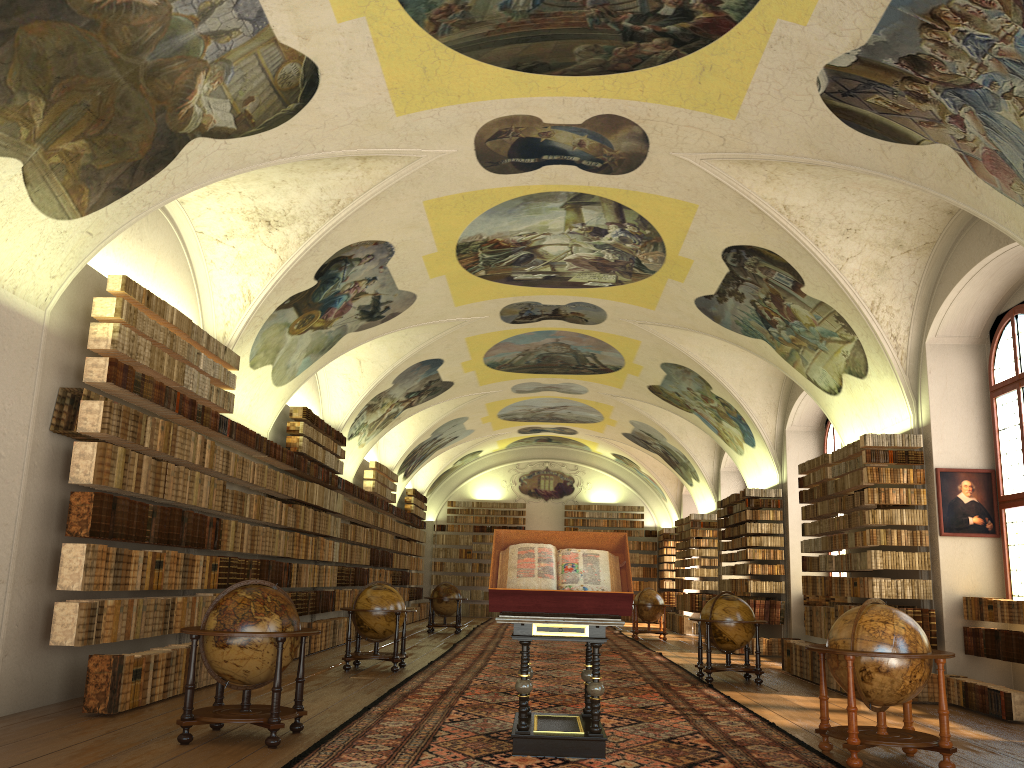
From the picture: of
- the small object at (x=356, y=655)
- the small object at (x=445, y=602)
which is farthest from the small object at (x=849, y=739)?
the small object at (x=445, y=602)

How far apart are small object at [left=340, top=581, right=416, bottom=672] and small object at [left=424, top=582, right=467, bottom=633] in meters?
10.0

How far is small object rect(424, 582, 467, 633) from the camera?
25.1m

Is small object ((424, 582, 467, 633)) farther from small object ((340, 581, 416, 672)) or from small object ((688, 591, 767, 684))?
small object ((688, 591, 767, 684))

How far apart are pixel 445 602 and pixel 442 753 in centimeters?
1784cm

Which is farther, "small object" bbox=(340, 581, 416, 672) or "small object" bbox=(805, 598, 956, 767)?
"small object" bbox=(340, 581, 416, 672)

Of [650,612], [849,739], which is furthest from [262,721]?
[650,612]

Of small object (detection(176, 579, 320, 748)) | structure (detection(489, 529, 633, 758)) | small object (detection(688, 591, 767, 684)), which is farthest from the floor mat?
small object (detection(176, 579, 320, 748))

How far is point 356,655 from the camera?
14.4 meters

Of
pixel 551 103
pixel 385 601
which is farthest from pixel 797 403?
pixel 551 103
